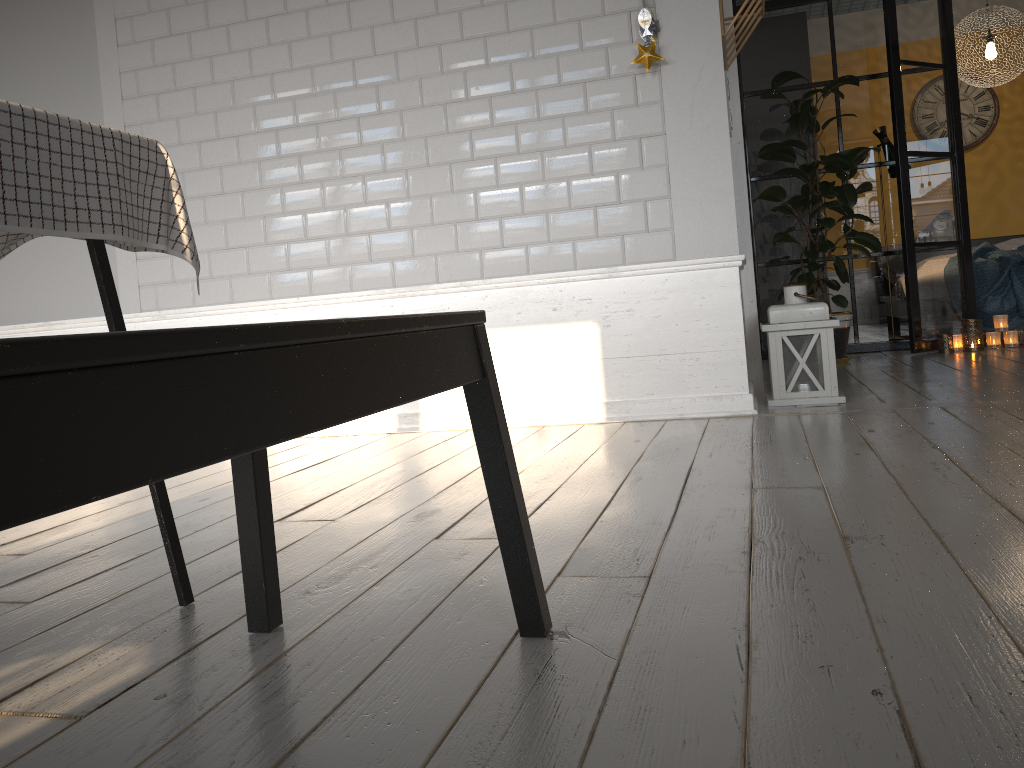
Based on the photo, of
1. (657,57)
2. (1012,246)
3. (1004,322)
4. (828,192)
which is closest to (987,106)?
(1012,246)

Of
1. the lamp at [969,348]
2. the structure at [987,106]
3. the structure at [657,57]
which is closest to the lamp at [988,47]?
the structure at [987,106]

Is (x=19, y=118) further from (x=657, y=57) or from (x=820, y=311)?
(x=820, y=311)

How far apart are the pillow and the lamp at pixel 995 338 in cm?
227

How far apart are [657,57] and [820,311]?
1.14m

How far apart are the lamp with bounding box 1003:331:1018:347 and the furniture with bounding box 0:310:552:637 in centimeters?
493cm

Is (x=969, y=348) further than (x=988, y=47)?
No

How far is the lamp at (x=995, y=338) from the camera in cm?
524

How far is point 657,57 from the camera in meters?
3.2 m

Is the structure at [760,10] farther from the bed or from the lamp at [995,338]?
the bed
